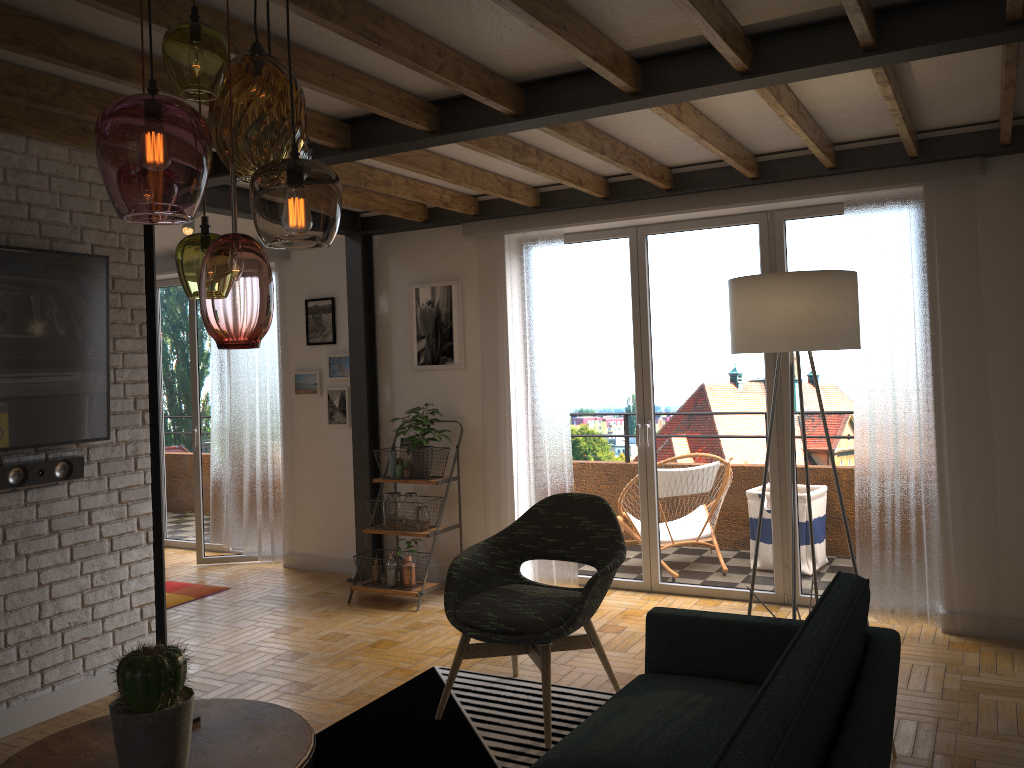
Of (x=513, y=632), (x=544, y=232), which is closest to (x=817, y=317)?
(x=513, y=632)

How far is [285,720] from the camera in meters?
2.1

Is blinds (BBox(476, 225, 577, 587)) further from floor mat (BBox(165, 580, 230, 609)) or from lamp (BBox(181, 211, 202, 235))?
lamp (BBox(181, 211, 202, 235))

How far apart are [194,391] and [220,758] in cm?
512

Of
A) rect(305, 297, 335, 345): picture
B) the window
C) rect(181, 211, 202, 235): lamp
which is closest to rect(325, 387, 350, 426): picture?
rect(305, 297, 335, 345): picture

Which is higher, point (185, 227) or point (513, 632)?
point (185, 227)

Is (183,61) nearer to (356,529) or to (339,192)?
(339,192)

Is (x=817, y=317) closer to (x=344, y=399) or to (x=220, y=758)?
(x=220, y=758)

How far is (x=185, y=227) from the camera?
6.3 meters

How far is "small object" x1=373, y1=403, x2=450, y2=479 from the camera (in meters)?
5.56
